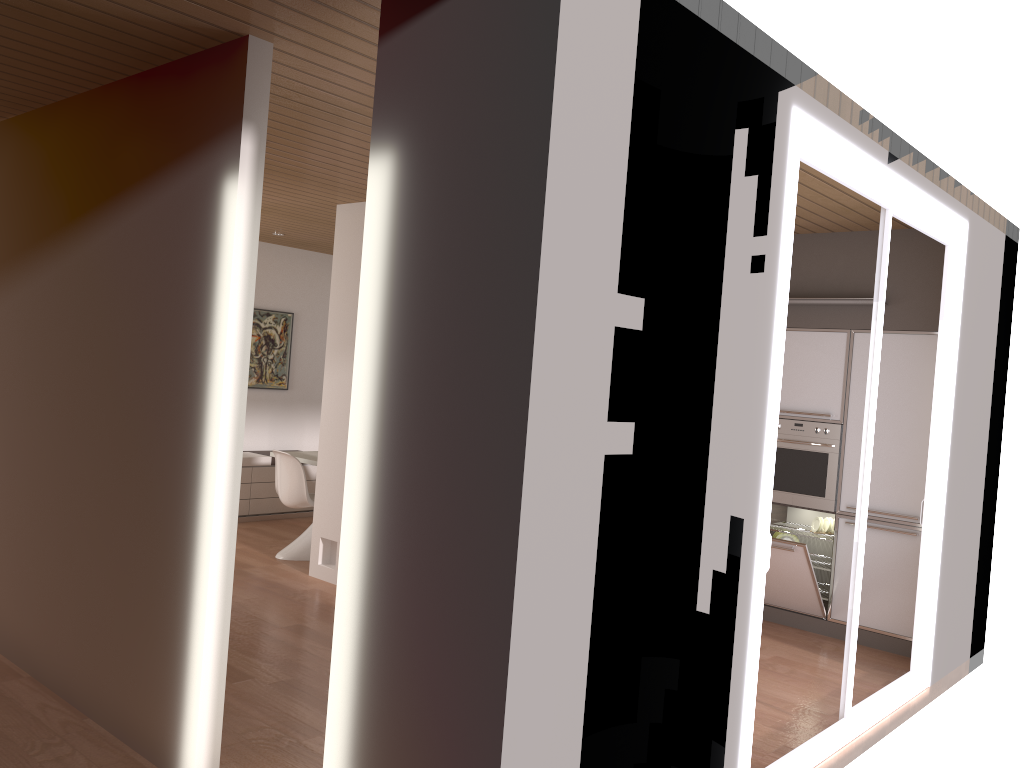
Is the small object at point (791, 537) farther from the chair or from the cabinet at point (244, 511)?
the cabinet at point (244, 511)

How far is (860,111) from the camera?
3.7 meters

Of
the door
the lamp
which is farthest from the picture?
the door

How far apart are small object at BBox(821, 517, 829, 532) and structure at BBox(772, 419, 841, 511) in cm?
36

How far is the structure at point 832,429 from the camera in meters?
5.9 m

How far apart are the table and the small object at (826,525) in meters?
3.9 m

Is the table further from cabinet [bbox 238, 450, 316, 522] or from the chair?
cabinet [bbox 238, 450, 316, 522]

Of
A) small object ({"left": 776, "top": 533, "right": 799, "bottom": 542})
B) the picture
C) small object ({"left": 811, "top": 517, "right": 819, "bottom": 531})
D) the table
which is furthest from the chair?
small object ({"left": 811, "top": 517, "right": 819, "bottom": 531})

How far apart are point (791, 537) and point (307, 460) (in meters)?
3.78

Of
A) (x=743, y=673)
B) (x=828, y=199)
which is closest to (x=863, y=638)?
(x=828, y=199)
